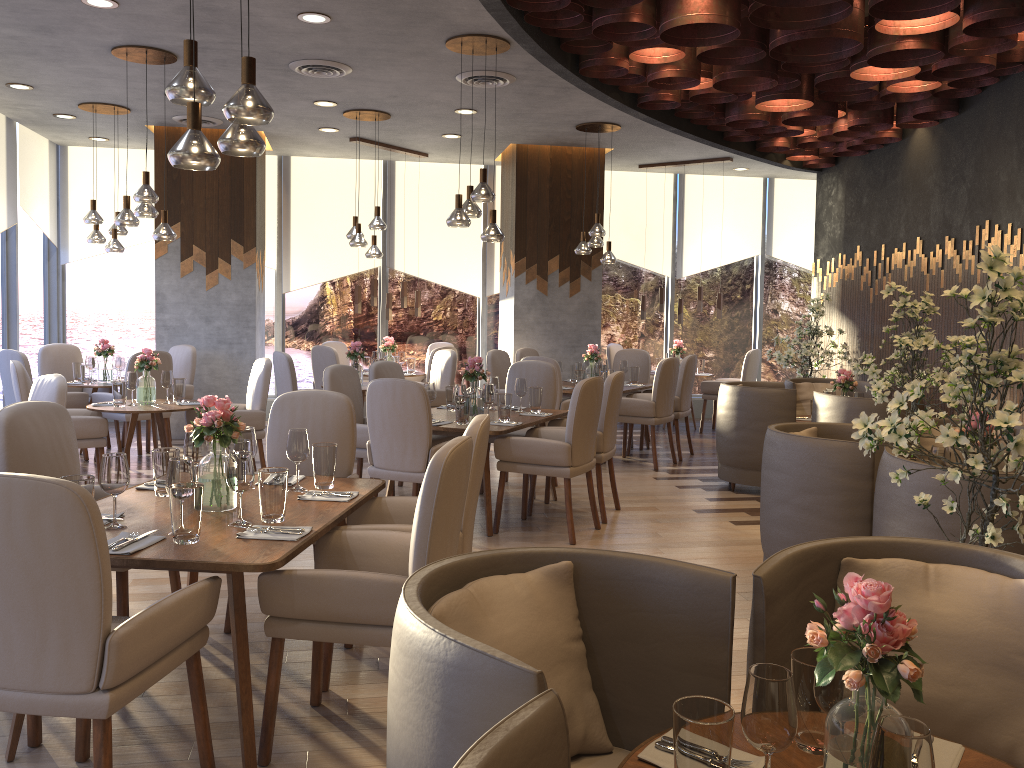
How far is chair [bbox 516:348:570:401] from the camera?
9.3m

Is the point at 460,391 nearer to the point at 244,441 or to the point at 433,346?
the point at 244,441

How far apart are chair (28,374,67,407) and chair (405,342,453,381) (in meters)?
5.96

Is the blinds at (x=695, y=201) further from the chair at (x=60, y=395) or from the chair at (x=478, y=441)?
the chair at (x=478, y=441)

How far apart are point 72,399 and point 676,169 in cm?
734

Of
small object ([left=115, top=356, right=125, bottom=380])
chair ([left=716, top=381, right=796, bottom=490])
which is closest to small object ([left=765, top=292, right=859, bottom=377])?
chair ([left=716, top=381, right=796, bottom=490])

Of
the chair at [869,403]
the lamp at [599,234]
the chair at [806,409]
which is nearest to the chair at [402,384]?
the chair at [869,403]

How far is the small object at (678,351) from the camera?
10.5 meters

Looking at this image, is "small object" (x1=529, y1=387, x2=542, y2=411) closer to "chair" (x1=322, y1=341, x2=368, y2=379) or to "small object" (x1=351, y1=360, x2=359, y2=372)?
"small object" (x1=351, y1=360, x2=359, y2=372)

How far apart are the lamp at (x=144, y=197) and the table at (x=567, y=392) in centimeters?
361cm
